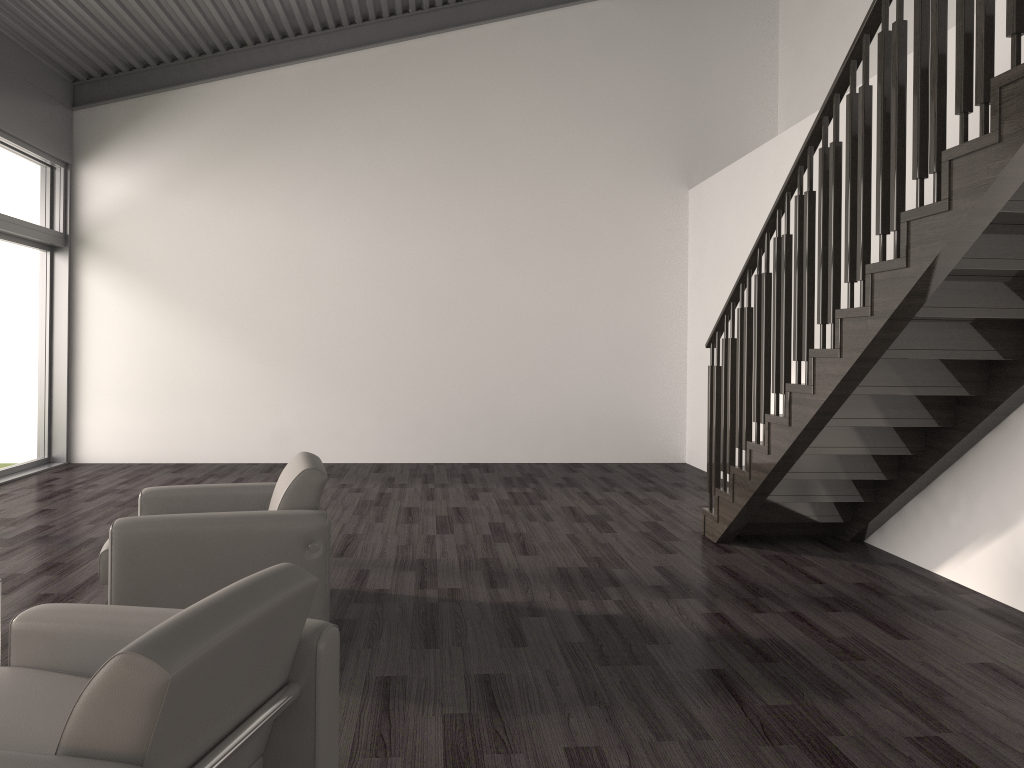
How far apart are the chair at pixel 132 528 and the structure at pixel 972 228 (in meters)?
2.30

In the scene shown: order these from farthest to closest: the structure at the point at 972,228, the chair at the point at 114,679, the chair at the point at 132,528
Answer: the chair at the point at 132,528 < the structure at the point at 972,228 < the chair at the point at 114,679

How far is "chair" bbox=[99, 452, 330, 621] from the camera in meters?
3.4

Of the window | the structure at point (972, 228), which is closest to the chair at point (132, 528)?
the structure at point (972, 228)

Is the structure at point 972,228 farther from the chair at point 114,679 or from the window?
the window

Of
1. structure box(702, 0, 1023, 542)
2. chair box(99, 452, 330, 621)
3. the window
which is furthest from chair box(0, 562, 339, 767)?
the window

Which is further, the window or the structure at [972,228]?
the window

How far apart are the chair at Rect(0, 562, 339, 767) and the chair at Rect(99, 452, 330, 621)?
1.2m

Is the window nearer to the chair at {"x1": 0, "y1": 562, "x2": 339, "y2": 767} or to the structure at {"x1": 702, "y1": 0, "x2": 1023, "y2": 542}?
the structure at {"x1": 702, "y1": 0, "x2": 1023, "y2": 542}

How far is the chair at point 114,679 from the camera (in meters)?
1.48
